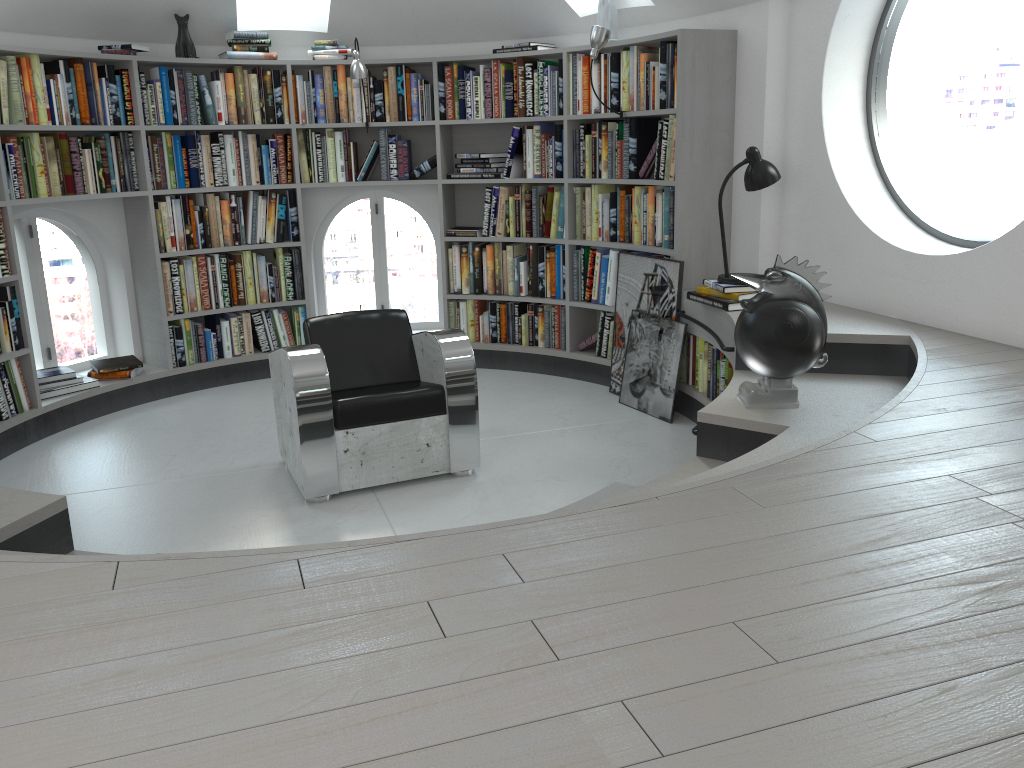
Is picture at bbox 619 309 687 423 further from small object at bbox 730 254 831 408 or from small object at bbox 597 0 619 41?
small object at bbox 597 0 619 41

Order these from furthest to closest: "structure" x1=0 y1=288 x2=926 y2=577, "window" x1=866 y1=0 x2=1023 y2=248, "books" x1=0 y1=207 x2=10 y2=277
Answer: "window" x1=866 y1=0 x2=1023 y2=248 → "books" x1=0 y1=207 x2=10 y2=277 → "structure" x1=0 y1=288 x2=926 y2=577

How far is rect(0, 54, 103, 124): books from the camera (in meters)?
4.58

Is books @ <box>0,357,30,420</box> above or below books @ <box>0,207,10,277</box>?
below

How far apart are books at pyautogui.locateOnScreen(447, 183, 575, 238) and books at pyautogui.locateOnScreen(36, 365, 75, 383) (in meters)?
2.47

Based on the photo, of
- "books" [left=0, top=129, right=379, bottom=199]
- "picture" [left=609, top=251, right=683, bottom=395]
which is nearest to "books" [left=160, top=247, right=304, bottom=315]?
"books" [left=0, top=129, right=379, bottom=199]

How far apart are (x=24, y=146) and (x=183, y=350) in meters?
1.5 m

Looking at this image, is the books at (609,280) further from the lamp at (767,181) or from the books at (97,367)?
the books at (97,367)

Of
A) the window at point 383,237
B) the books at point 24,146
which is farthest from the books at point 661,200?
the books at point 24,146

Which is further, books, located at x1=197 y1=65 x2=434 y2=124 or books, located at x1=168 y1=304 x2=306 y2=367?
books, located at x1=168 y1=304 x2=306 y2=367
